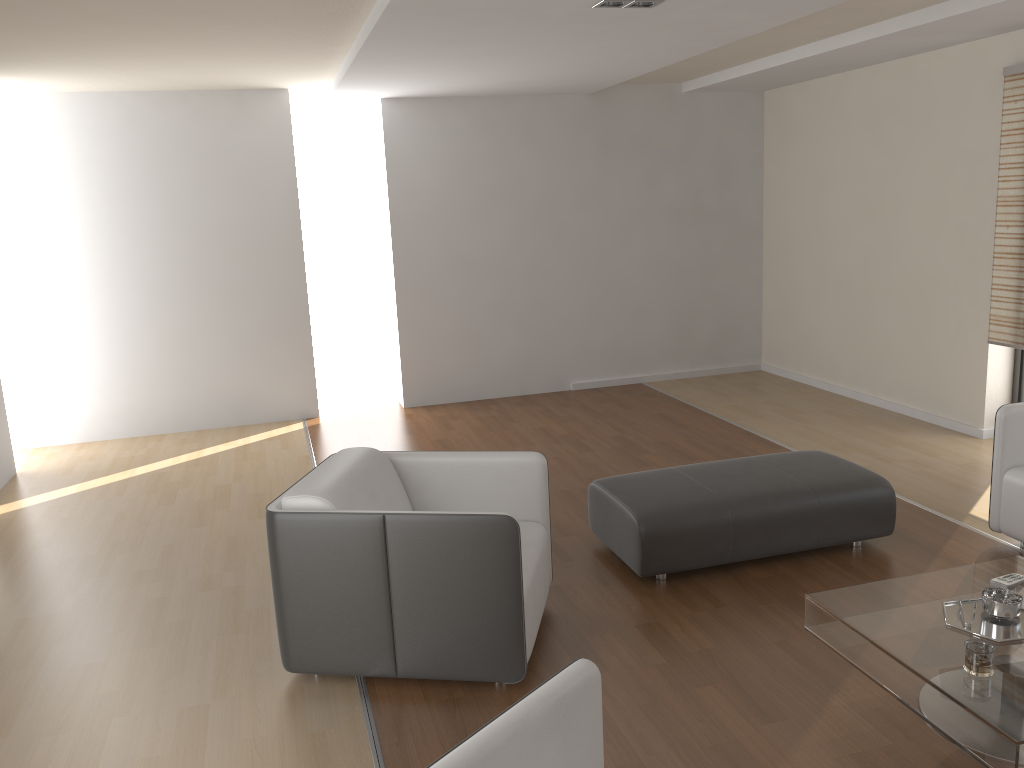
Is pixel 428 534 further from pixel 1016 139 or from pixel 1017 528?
pixel 1016 139

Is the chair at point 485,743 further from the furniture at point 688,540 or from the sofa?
the sofa

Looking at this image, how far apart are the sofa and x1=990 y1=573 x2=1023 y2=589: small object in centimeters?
102cm

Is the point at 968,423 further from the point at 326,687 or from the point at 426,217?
the point at 326,687

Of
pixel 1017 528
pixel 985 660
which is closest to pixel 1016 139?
pixel 1017 528

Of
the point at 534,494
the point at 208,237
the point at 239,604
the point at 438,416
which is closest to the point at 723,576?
the point at 534,494

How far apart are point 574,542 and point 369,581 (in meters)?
1.57

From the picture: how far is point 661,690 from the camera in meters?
3.0

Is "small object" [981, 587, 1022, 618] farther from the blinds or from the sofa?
the blinds

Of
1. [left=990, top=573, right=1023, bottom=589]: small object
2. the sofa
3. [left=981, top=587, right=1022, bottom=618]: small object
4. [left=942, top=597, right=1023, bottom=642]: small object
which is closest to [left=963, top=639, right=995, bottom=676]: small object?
[left=942, top=597, right=1023, bottom=642]: small object
